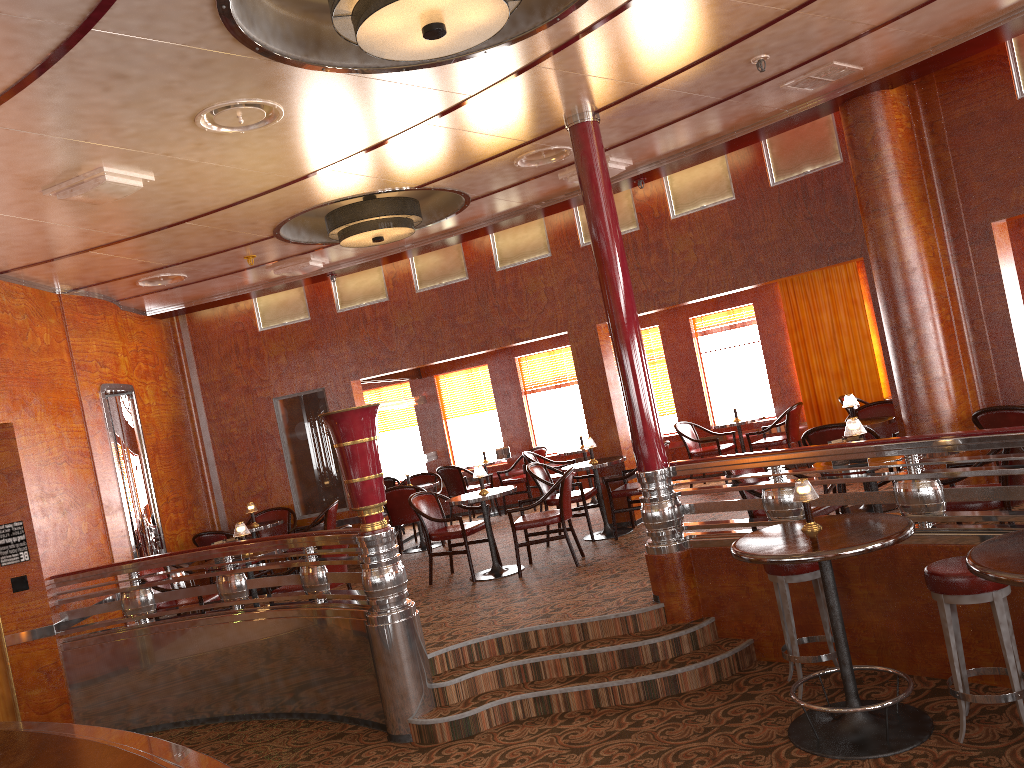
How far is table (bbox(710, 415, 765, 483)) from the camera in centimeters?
1001cm

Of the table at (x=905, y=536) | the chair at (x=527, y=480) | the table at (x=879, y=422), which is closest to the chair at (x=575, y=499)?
the table at (x=879, y=422)

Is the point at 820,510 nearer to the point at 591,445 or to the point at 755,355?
the point at 591,445

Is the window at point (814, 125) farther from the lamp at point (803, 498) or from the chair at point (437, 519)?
the lamp at point (803, 498)

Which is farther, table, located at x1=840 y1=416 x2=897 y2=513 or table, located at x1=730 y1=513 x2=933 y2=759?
table, located at x1=840 y1=416 x2=897 y2=513

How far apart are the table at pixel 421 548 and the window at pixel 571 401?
2.68m

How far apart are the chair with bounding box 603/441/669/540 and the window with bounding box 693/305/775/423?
3.2m

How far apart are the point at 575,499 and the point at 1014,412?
4.0m

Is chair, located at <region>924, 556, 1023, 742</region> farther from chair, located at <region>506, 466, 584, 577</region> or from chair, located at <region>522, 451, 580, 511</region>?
chair, located at <region>522, 451, 580, 511</region>

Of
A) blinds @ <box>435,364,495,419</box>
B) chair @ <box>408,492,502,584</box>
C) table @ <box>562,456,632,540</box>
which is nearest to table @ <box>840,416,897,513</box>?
table @ <box>562,456,632,540</box>
